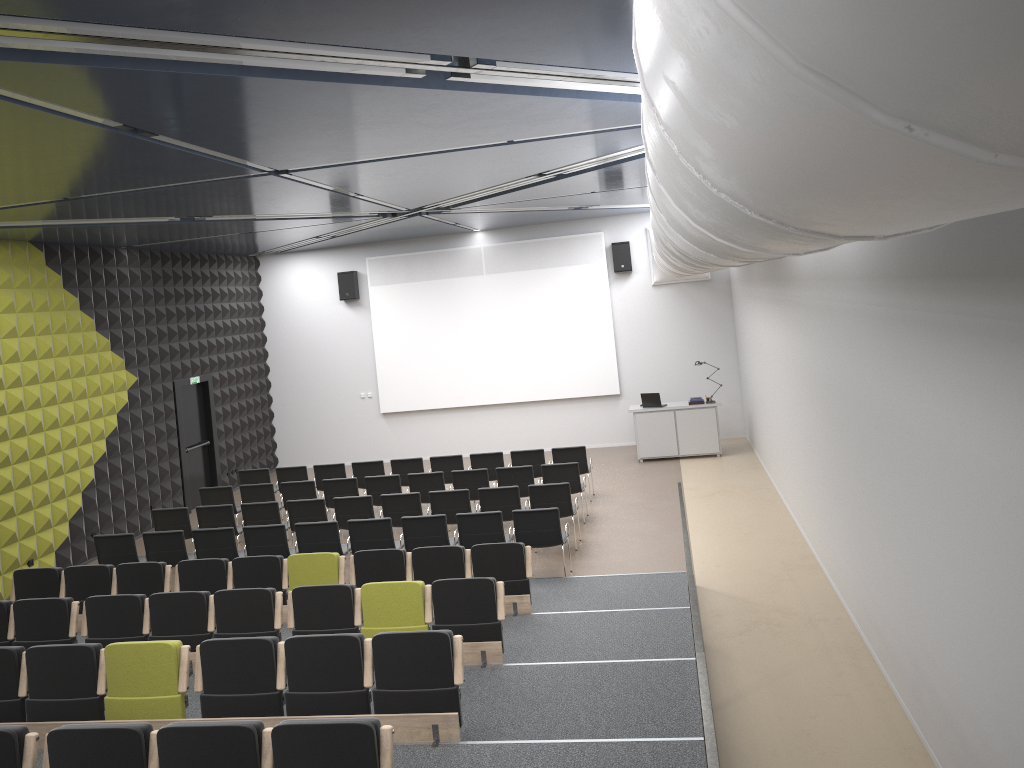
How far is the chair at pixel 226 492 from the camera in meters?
13.8

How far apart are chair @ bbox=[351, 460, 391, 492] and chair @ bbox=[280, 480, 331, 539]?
1.3 meters

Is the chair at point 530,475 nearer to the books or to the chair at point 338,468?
the chair at point 338,468

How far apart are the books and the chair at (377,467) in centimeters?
604cm

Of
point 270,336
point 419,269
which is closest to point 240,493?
point 270,336

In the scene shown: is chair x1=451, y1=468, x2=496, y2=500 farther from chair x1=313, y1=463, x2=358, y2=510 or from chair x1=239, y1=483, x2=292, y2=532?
chair x1=239, y1=483, x2=292, y2=532

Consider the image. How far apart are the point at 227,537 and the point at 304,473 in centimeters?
396cm

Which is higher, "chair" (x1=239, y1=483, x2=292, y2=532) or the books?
the books

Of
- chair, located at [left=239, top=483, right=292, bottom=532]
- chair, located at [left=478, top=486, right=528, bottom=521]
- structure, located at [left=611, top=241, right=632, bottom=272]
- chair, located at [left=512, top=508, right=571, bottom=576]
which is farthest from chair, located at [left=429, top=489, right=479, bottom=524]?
structure, located at [left=611, top=241, right=632, bottom=272]

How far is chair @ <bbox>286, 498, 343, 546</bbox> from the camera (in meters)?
12.23
